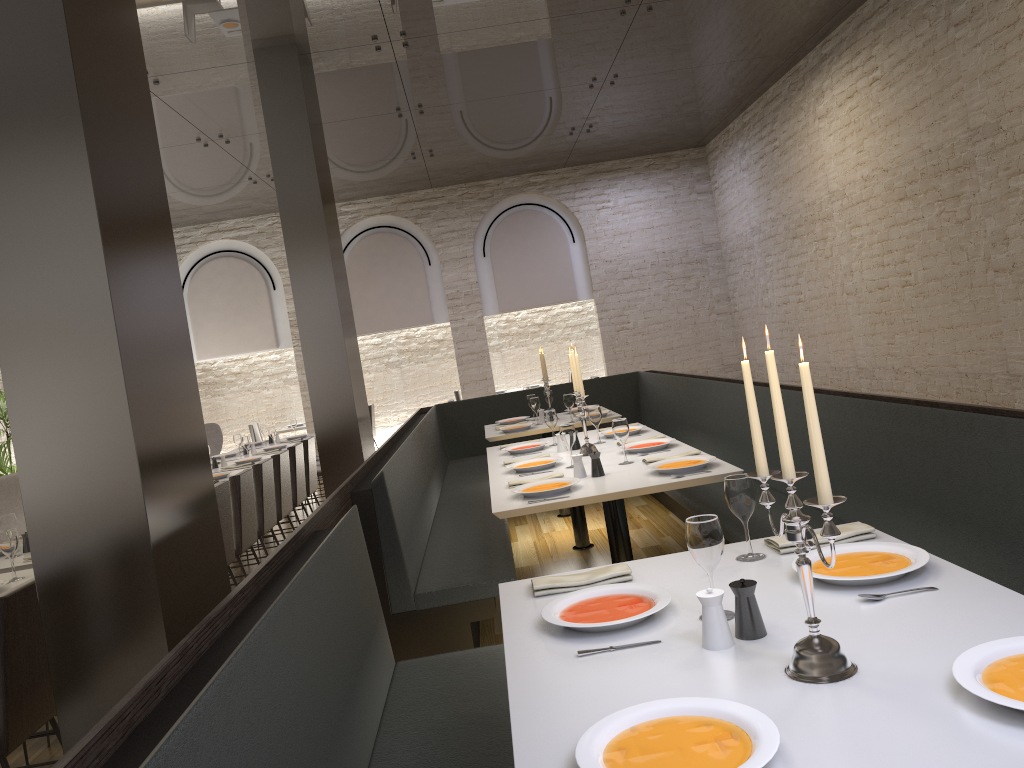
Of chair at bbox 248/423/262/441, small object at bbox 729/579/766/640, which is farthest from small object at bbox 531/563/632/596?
chair at bbox 248/423/262/441

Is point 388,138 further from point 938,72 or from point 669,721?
point 669,721

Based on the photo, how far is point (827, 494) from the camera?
1.5m

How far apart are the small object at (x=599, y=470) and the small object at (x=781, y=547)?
1.7m

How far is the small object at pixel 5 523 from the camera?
4.7m

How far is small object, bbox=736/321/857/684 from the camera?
1.5m

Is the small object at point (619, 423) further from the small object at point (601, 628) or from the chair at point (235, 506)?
the chair at point (235, 506)

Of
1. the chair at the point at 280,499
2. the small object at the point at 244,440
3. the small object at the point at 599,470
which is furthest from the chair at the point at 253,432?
the small object at the point at 599,470

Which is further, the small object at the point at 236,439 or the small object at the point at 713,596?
the small object at the point at 236,439

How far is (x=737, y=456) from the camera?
5.5m
